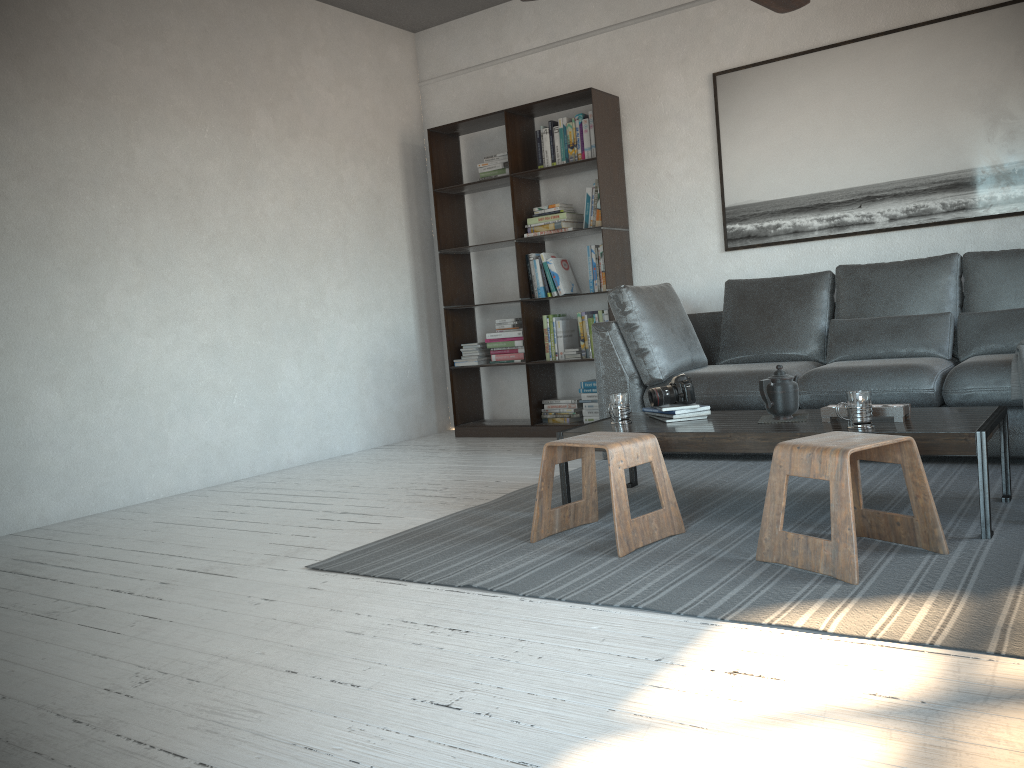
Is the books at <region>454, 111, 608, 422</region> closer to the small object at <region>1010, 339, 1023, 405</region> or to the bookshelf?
the bookshelf

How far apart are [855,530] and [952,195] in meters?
3.0

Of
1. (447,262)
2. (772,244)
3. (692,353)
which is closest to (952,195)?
(772,244)

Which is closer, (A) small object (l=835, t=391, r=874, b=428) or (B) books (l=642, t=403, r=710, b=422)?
(A) small object (l=835, t=391, r=874, b=428)

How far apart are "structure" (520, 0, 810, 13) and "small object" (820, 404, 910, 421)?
1.59m

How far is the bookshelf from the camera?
5.42m

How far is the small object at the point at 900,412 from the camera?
2.86m

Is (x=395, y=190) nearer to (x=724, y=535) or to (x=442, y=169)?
(x=442, y=169)

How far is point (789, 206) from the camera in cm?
504

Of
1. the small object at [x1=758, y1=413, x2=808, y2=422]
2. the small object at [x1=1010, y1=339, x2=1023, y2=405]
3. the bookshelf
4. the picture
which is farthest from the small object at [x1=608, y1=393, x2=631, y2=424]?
the picture
